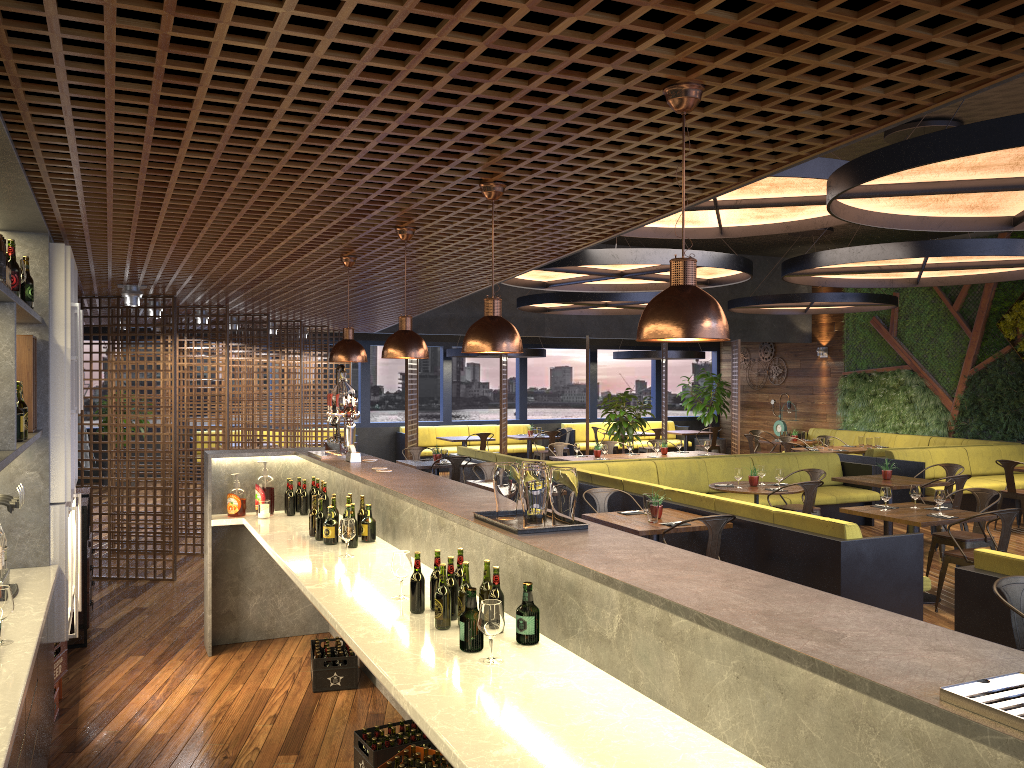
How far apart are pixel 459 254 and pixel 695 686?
3.6m

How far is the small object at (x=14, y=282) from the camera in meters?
3.6 m

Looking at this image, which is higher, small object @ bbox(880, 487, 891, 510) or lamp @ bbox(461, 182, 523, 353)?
lamp @ bbox(461, 182, 523, 353)

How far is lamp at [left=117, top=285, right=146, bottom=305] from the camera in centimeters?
750cm

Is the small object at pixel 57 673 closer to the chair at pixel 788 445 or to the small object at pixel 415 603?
the small object at pixel 415 603

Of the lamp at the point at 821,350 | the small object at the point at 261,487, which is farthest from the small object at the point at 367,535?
the lamp at the point at 821,350

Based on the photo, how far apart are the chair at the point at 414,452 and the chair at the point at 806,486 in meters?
6.0

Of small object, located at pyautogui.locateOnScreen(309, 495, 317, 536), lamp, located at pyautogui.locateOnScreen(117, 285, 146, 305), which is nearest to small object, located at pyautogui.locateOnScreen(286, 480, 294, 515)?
small object, located at pyautogui.locateOnScreen(309, 495, 317, 536)

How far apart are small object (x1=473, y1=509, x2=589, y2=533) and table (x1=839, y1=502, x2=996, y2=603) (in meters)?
5.14

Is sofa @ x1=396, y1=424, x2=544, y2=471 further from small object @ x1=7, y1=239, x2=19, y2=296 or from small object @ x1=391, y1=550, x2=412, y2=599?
small object @ x1=7, y1=239, x2=19, y2=296
